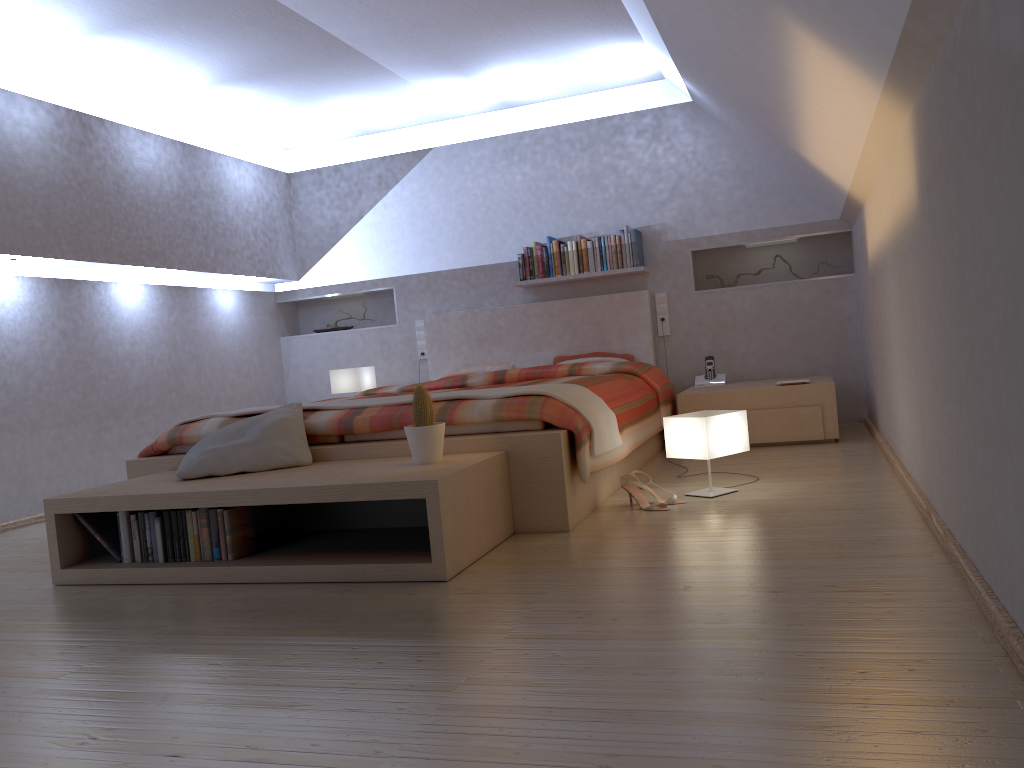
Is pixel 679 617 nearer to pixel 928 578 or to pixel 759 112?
pixel 928 578

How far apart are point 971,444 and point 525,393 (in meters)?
1.72

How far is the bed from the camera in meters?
3.2

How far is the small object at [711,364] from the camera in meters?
5.7

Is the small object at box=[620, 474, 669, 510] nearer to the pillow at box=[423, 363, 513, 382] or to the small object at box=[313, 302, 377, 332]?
the pillow at box=[423, 363, 513, 382]

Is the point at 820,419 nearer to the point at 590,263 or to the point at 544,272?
the point at 590,263

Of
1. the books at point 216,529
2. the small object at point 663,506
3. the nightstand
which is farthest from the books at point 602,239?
the books at point 216,529

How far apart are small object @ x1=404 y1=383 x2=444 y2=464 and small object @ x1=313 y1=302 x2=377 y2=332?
4.0 meters

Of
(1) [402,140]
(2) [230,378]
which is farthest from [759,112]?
(2) [230,378]

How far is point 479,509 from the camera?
2.92m
